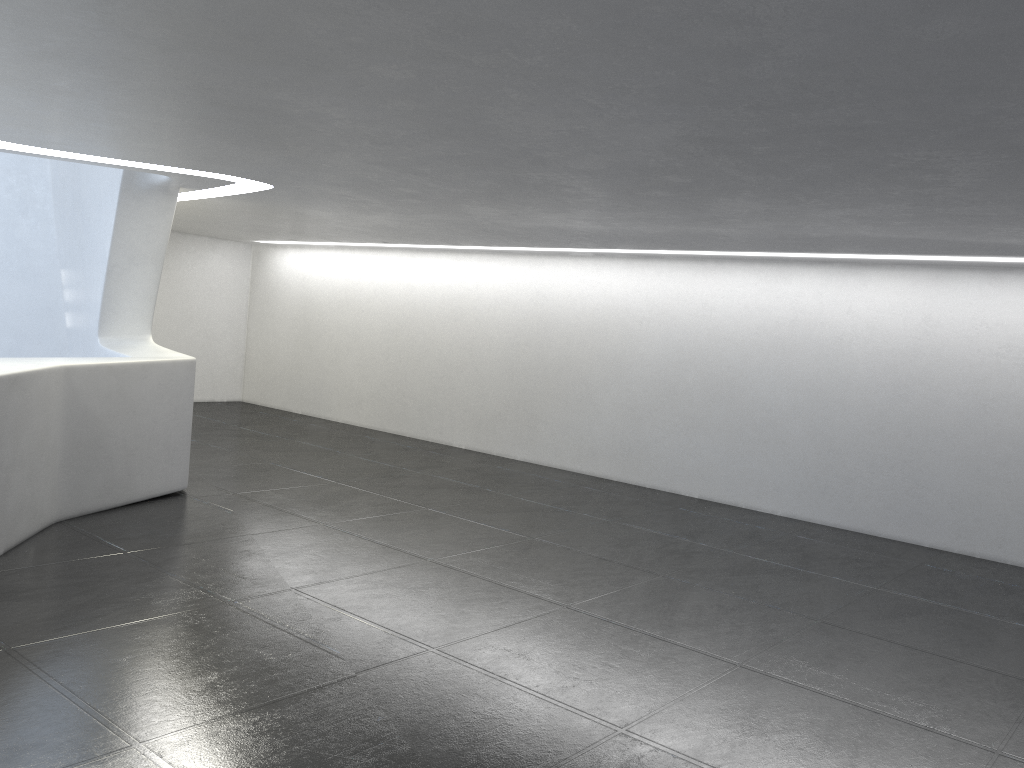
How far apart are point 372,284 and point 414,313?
1.4 meters

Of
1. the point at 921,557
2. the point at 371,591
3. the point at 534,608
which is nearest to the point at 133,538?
the point at 371,591
